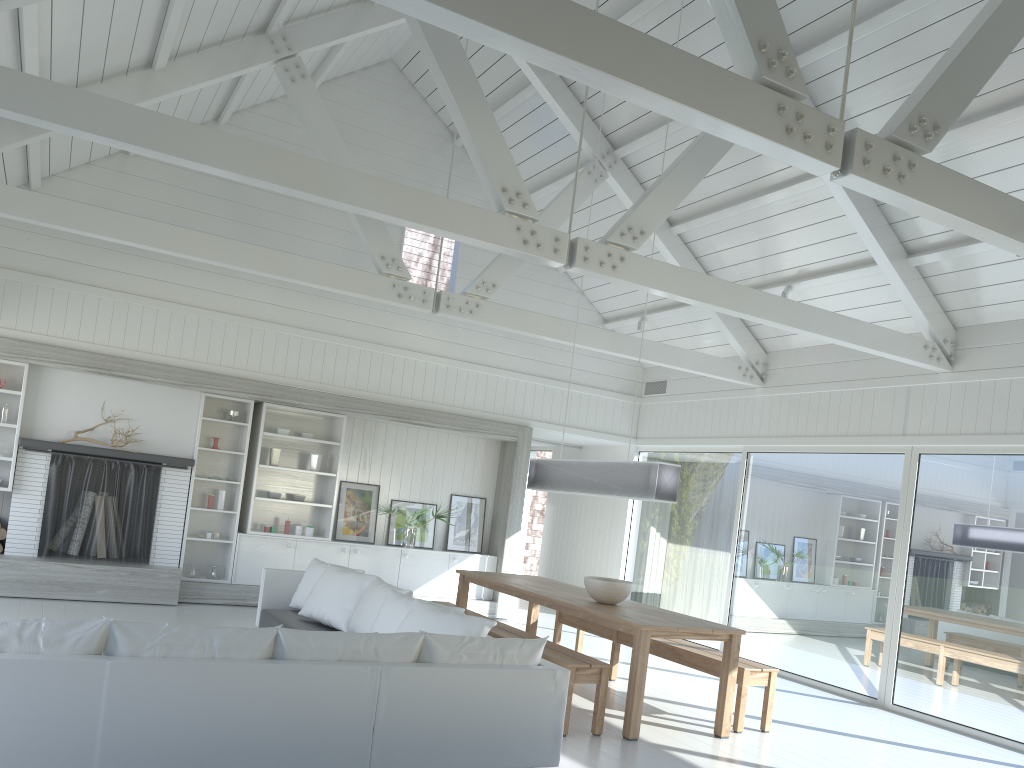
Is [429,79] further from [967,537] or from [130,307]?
[967,537]

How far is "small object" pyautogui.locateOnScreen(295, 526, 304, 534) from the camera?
9.89m

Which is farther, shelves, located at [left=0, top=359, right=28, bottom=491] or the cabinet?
the cabinet

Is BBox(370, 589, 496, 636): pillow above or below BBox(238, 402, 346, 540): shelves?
below

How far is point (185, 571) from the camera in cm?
948

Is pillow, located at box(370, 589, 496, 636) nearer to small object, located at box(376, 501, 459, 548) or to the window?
small object, located at box(376, 501, 459, 548)

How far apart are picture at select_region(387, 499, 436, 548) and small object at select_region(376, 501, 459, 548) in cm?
22

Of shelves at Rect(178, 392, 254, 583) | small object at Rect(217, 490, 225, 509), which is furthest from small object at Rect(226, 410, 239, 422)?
small object at Rect(217, 490, 225, 509)

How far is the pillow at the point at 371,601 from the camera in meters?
6.6

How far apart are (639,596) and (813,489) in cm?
316
